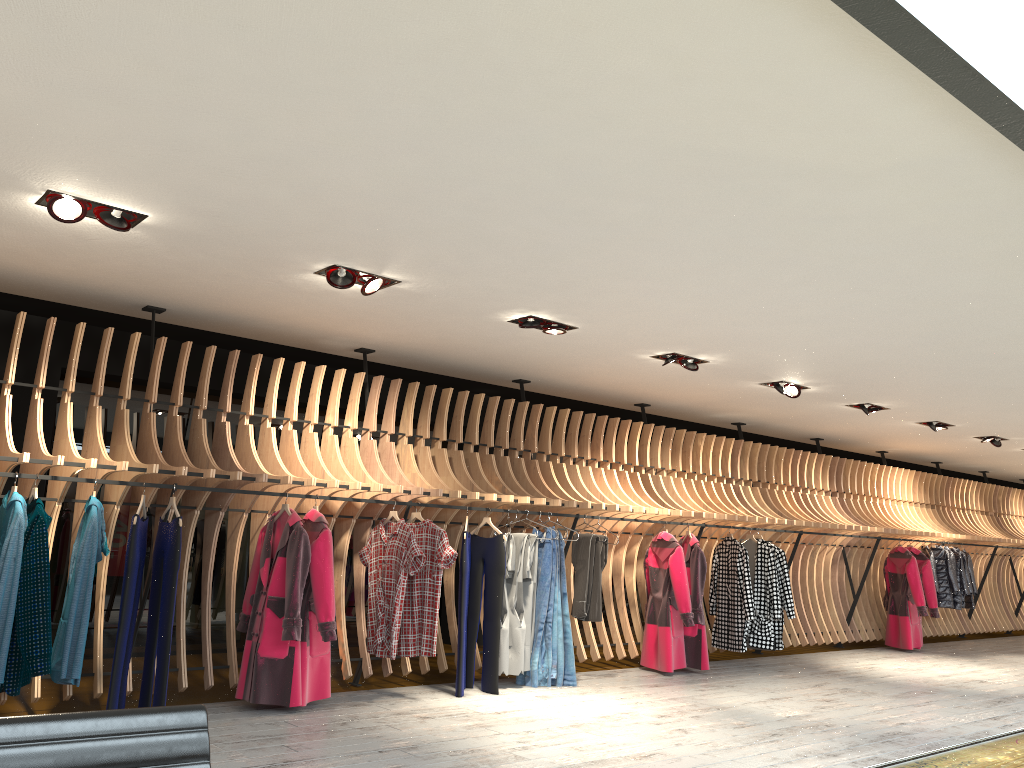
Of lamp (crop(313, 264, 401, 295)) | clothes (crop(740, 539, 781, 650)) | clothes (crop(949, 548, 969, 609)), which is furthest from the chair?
clothes (crop(949, 548, 969, 609))

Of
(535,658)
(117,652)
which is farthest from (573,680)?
(117,652)

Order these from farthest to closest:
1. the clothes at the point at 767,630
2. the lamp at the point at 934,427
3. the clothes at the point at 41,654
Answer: the lamp at the point at 934,427
the clothes at the point at 767,630
the clothes at the point at 41,654

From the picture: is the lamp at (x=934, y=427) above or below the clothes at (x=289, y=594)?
above

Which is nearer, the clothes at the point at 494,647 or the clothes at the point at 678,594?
the clothes at the point at 494,647

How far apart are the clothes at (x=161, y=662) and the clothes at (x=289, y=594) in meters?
0.6

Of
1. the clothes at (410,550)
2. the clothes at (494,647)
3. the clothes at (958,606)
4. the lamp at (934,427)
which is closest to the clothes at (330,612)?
the clothes at (410,550)

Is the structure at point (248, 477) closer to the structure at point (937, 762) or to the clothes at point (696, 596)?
the clothes at point (696, 596)

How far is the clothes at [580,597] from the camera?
7.8m

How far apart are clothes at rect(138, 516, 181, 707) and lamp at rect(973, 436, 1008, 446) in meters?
10.2
